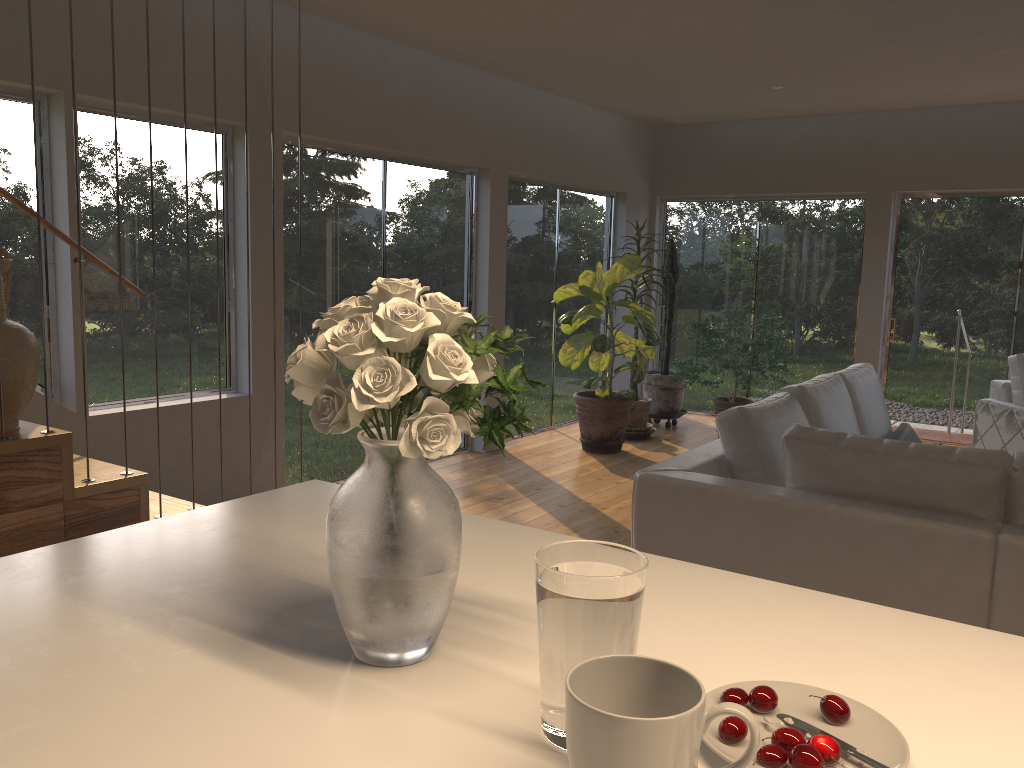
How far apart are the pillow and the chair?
1.4m

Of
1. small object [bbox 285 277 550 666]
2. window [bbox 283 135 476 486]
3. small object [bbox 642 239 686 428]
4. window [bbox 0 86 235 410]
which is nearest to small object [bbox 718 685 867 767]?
small object [bbox 285 277 550 666]

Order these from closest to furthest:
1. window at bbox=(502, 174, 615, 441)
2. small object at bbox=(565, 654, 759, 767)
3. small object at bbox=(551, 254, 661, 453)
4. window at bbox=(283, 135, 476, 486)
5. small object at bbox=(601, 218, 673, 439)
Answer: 1. small object at bbox=(565, 654, 759, 767)
2. window at bbox=(283, 135, 476, 486)
3. small object at bbox=(551, 254, 661, 453)
4. window at bbox=(502, 174, 615, 441)
5. small object at bbox=(601, 218, 673, 439)

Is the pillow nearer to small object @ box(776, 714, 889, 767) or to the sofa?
the sofa

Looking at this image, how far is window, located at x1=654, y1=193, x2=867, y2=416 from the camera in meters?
8.0

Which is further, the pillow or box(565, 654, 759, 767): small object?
the pillow

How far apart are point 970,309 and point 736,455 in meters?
5.2 m

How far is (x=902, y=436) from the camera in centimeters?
435cm

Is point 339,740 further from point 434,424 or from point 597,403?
point 597,403

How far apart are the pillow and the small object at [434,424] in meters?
3.7
